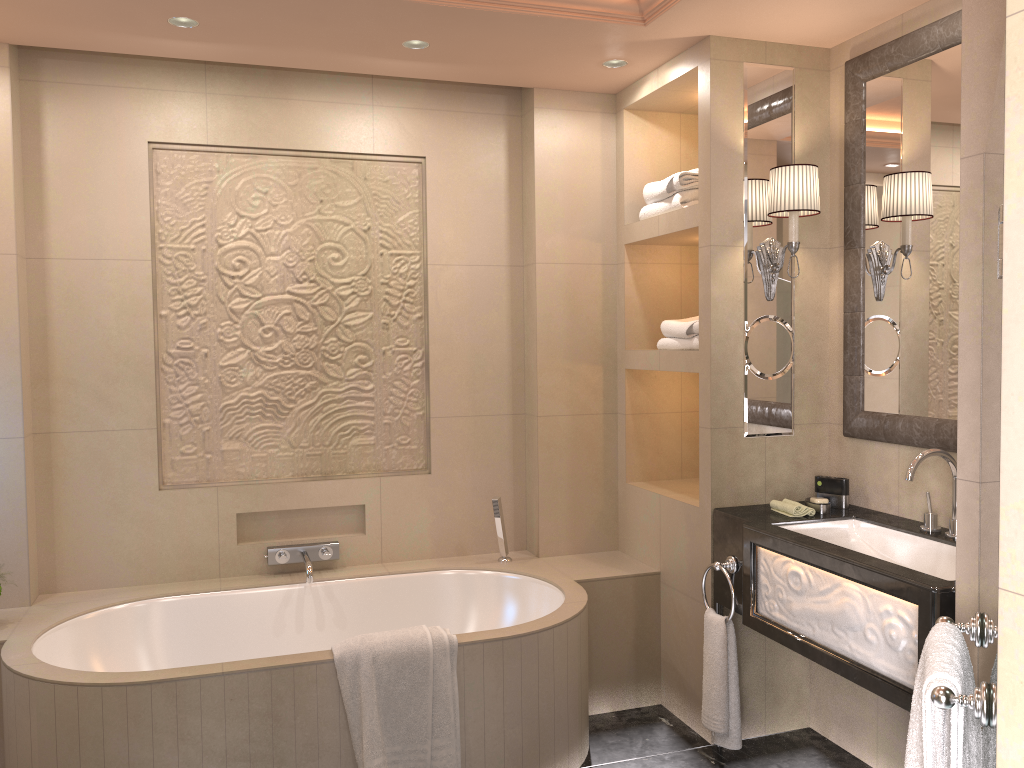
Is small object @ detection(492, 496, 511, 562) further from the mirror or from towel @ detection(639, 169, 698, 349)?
A: the mirror

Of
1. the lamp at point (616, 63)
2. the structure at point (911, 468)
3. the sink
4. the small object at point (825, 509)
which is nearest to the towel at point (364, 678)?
the sink

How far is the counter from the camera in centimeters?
221cm

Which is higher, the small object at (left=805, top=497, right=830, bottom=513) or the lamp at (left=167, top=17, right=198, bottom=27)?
the lamp at (left=167, top=17, right=198, bottom=27)

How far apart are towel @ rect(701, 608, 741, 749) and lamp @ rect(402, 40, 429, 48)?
2.2 meters

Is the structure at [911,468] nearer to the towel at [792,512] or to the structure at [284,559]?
the towel at [792,512]

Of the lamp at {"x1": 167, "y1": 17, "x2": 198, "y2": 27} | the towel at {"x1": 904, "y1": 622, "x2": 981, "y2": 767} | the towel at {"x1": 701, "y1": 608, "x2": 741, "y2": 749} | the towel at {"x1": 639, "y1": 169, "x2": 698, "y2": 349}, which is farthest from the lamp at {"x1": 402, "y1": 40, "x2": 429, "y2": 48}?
the towel at {"x1": 904, "y1": 622, "x2": 981, "y2": 767}

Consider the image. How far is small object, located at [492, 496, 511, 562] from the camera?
3.6 meters

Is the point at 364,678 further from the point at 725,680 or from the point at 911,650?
the point at 911,650

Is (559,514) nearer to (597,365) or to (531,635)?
(597,365)
